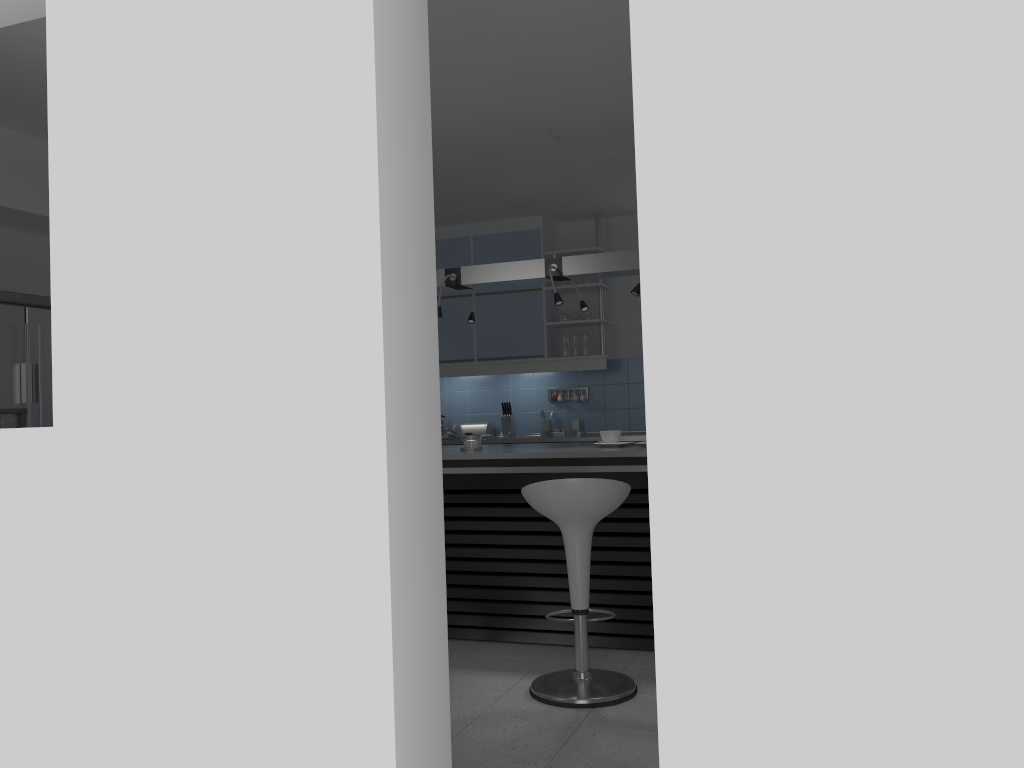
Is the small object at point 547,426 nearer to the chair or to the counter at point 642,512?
the counter at point 642,512

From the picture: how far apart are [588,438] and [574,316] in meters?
1.1 m

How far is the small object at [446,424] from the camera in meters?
7.5

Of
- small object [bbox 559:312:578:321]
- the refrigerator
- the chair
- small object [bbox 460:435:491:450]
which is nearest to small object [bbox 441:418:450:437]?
small object [bbox 559:312:578:321]

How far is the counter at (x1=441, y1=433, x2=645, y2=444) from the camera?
6.5 meters

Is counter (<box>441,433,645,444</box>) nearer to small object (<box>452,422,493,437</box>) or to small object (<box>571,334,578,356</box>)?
small object (<box>452,422,493,437</box>)

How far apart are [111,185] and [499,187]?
4.00m

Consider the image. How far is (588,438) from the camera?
6.5m

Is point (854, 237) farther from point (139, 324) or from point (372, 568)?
point (139, 324)

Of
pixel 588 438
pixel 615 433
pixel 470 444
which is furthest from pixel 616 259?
pixel 588 438
